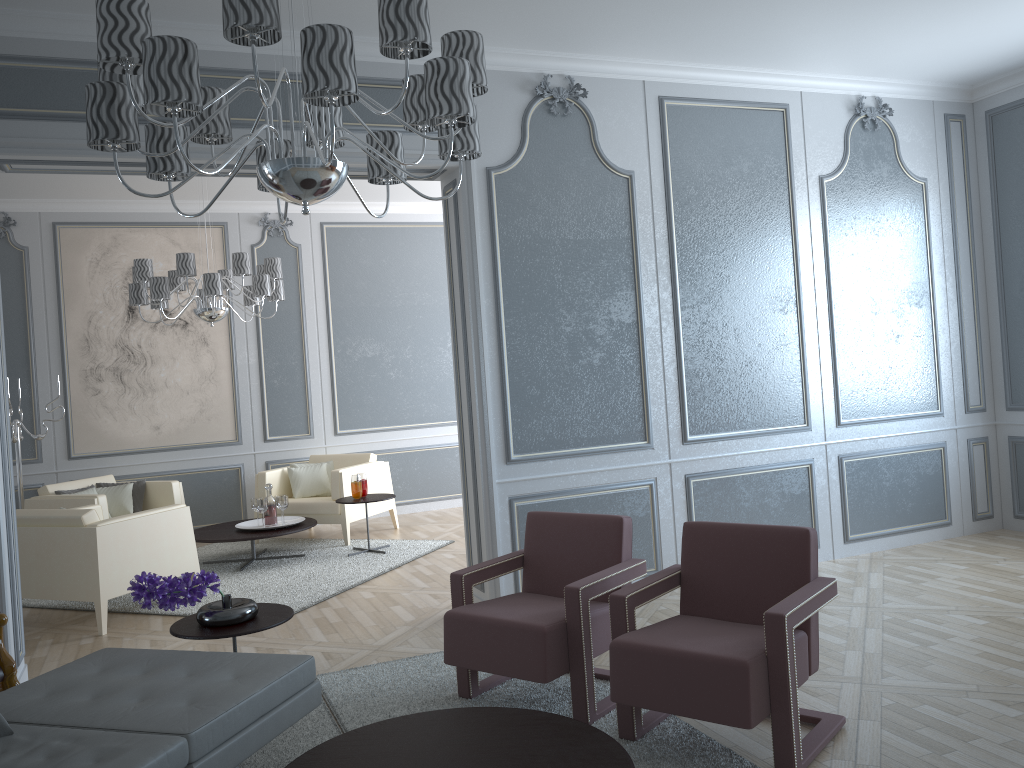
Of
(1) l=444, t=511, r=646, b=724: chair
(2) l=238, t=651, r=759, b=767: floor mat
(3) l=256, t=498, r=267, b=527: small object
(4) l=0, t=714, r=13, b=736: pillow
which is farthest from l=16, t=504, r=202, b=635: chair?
(4) l=0, t=714, r=13, b=736: pillow

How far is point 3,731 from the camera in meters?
2.2 m

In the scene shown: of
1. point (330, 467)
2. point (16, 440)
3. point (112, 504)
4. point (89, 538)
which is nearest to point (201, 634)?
point (89, 538)

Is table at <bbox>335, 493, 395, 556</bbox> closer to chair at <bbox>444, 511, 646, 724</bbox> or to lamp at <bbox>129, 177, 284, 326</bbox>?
lamp at <bbox>129, 177, 284, 326</bbox>

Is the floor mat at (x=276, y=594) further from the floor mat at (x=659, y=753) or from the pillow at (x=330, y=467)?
the floor mat at (x=659, y=753)

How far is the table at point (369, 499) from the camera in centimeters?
606cm

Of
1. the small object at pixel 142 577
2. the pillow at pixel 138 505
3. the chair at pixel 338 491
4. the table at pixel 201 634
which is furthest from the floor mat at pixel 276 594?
the small object at pixel 142 577

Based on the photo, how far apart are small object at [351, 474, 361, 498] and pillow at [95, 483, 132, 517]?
1.71m

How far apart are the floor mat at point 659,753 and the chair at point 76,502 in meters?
3.1

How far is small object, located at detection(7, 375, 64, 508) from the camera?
6.1m
